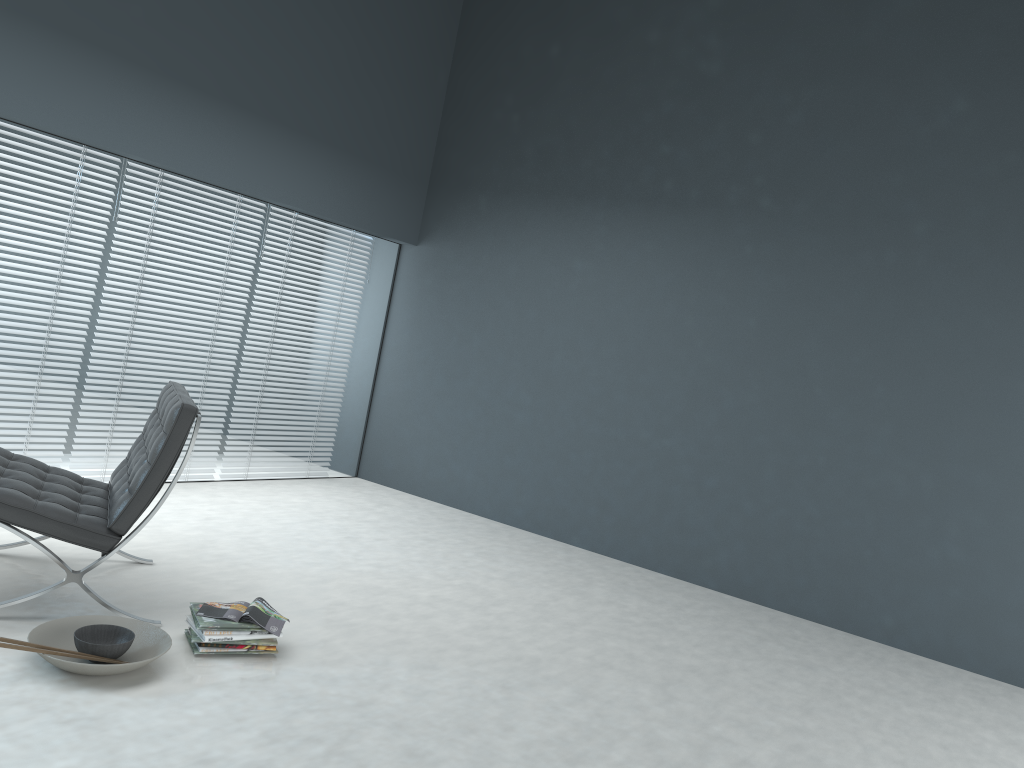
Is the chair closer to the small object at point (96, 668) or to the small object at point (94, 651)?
the small object at point (96, 668)

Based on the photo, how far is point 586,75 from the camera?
5.69m

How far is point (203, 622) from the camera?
2.8m

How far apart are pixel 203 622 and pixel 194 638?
0.1 meters

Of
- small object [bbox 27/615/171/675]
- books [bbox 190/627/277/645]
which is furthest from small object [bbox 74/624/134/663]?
books [bbox 190/627/277/645]

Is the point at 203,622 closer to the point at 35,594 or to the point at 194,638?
the point at 194,638

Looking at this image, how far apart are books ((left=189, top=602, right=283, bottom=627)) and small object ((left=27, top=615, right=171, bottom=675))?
0.1 meters

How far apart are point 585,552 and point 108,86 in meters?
3.6

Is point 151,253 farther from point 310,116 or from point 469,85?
point 469,85

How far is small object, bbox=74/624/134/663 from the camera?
2.5m
